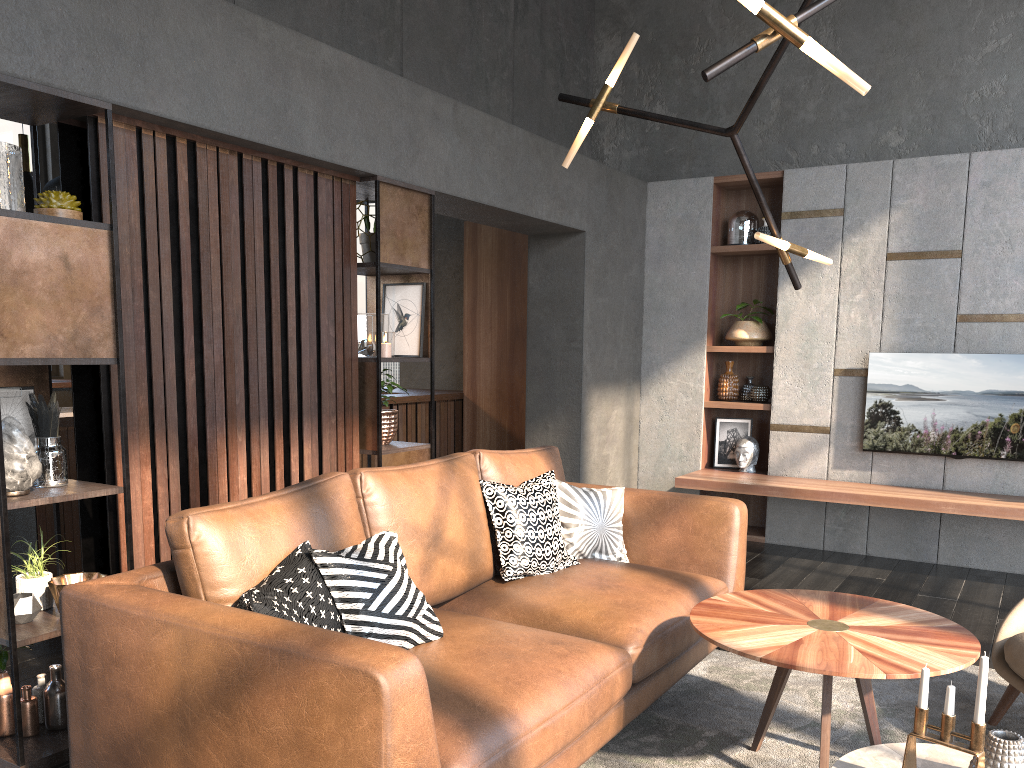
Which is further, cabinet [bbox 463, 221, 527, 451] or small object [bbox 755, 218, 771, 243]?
cabinet [bbox 463, 221, 527, 451]

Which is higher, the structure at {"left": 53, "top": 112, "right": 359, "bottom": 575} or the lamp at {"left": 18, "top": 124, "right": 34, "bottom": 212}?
the lamp at {"left": 18, "top": 124, "right": 34, "bottom": 212}

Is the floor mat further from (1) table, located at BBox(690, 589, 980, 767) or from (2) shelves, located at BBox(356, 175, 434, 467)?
(2) shelves, located at BBox(356, 175, 434, 467)

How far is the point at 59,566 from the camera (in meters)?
3.11

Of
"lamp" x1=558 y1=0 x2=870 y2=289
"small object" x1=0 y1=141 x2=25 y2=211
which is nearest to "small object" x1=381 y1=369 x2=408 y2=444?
"lamp" x1=558 y1=0 x2=870 y2=289

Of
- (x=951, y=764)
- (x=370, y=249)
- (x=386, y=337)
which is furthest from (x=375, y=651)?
(x=370, y=249)

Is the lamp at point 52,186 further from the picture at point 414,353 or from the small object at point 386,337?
the small object at point 386,337

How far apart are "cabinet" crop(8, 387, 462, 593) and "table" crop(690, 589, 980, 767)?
3.28m

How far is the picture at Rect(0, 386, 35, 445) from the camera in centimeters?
293cm

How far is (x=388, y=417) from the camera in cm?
421
